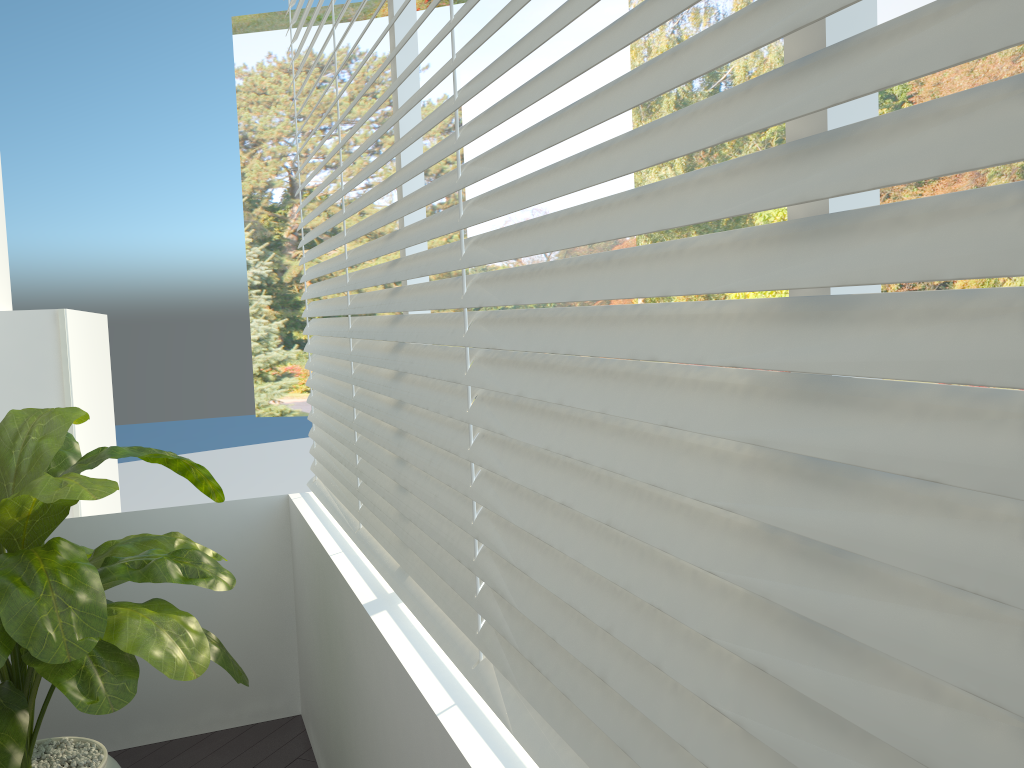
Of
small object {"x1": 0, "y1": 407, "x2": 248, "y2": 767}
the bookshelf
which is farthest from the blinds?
the bookshelf

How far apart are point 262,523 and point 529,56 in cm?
1190

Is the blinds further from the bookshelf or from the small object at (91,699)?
the bookshelf

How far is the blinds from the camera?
0.5m

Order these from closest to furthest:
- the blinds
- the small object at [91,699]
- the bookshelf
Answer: the blinds → the small object at [91,699] → the bookshelf

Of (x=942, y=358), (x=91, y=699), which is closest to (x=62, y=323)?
(x=91, y=699)

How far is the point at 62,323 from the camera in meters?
3.2 m

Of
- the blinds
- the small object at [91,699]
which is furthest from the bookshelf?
the blinds

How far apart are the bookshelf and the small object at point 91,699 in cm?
75

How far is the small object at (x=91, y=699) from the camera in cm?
176
